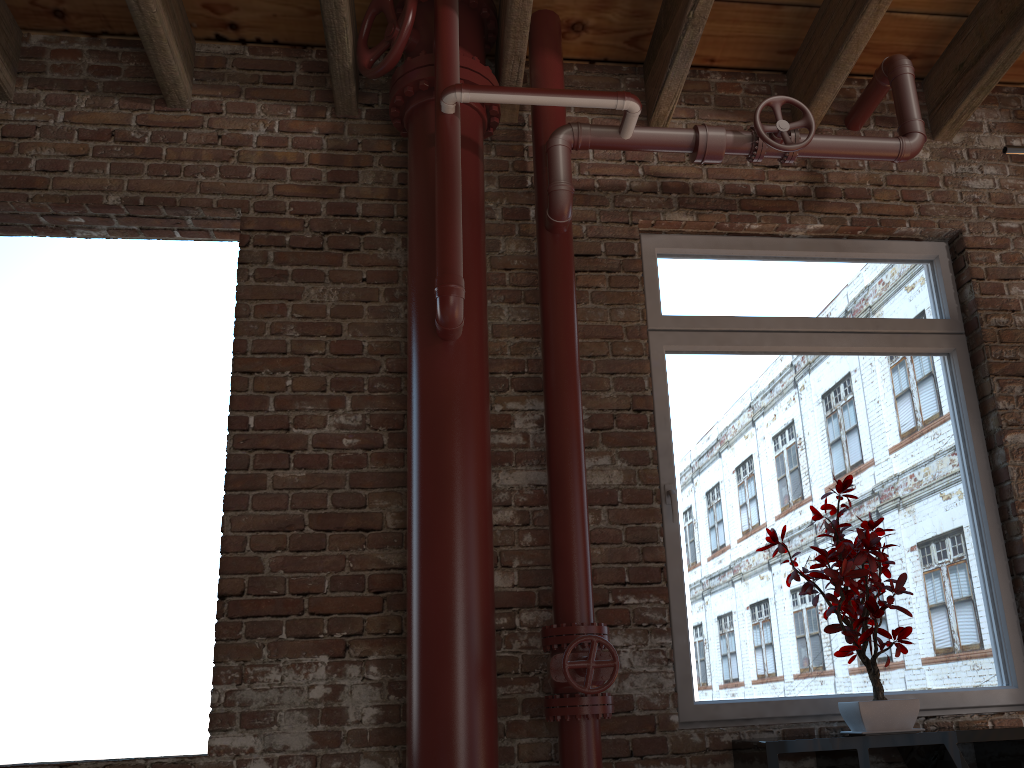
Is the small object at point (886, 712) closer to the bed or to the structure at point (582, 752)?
the structure at point (582, 752)

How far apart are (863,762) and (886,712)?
0.2m

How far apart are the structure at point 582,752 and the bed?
1.01m

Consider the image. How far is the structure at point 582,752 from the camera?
2.4m

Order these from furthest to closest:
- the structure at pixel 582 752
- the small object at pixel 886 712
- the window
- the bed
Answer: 1. the window
2. the small object at pixel 886 712
3. the structure at pixel 582 752
4. the bed

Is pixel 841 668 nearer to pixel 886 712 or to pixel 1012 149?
pixel 886 712

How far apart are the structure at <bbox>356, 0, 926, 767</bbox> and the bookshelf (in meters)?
0.43

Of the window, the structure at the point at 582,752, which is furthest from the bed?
the window

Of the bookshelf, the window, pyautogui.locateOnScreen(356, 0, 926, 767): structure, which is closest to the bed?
pyautogui.locateOnScreen(356, 0, 926, 767): structure

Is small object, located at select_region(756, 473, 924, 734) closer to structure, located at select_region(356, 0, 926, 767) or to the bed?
structure, located at select_region(356, 0, 926, 767)
